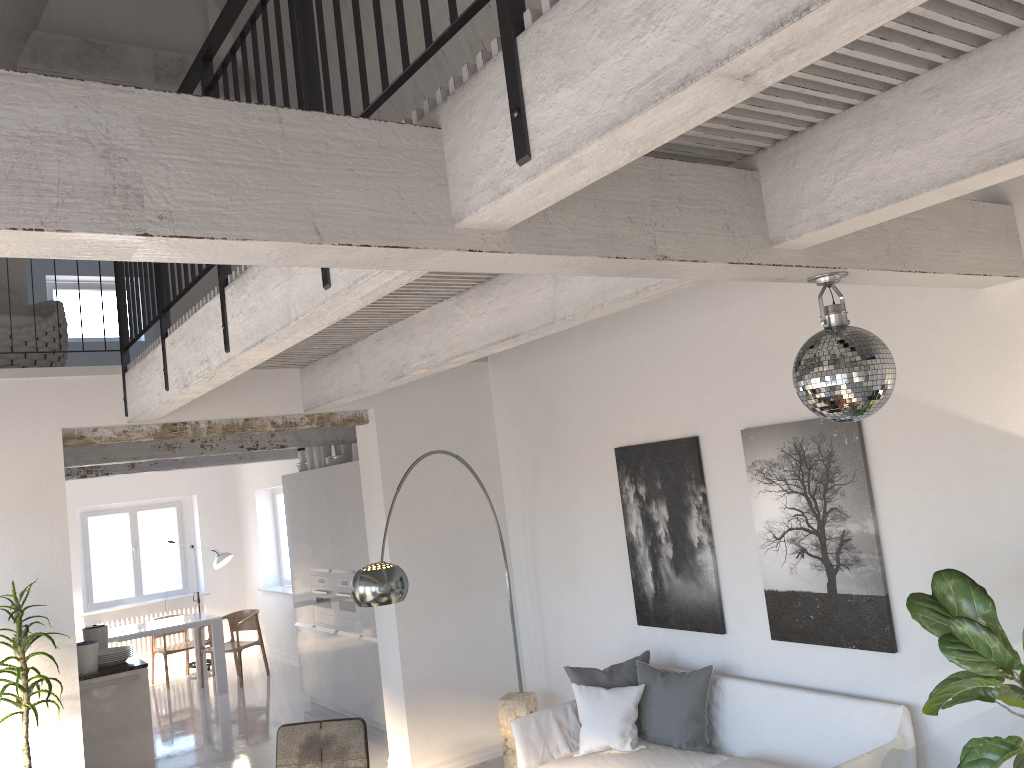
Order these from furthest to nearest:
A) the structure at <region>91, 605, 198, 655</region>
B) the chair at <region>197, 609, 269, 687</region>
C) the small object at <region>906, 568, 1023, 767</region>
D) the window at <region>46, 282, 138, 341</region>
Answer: the structure at <region>91, 605, 198, 655</region> < the chair at <region>197, 609, 269, 687</region> < the window at <region>46, 282, 138, 341</region> < the small object at <region>906, 568, 1023, 767</region>

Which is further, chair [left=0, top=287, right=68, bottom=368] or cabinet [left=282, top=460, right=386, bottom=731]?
Answer: cabinet [left=282, top=460, right=386, bottom=731]

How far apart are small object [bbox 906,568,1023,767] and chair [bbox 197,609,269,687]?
8.8 meters

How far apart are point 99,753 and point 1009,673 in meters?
6.2 m

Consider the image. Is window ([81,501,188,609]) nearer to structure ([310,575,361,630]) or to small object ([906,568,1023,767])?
structure ([310,575,361,630])

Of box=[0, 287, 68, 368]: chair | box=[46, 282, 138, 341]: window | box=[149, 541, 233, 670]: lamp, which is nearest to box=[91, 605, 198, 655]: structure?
box=[149, 541, 233, 670]: lamp

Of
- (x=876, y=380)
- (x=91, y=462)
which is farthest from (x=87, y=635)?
(x=876, y=380)

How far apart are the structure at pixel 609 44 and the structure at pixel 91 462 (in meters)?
2.21

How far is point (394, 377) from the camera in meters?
5.1

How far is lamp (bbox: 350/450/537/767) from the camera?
4.77m
